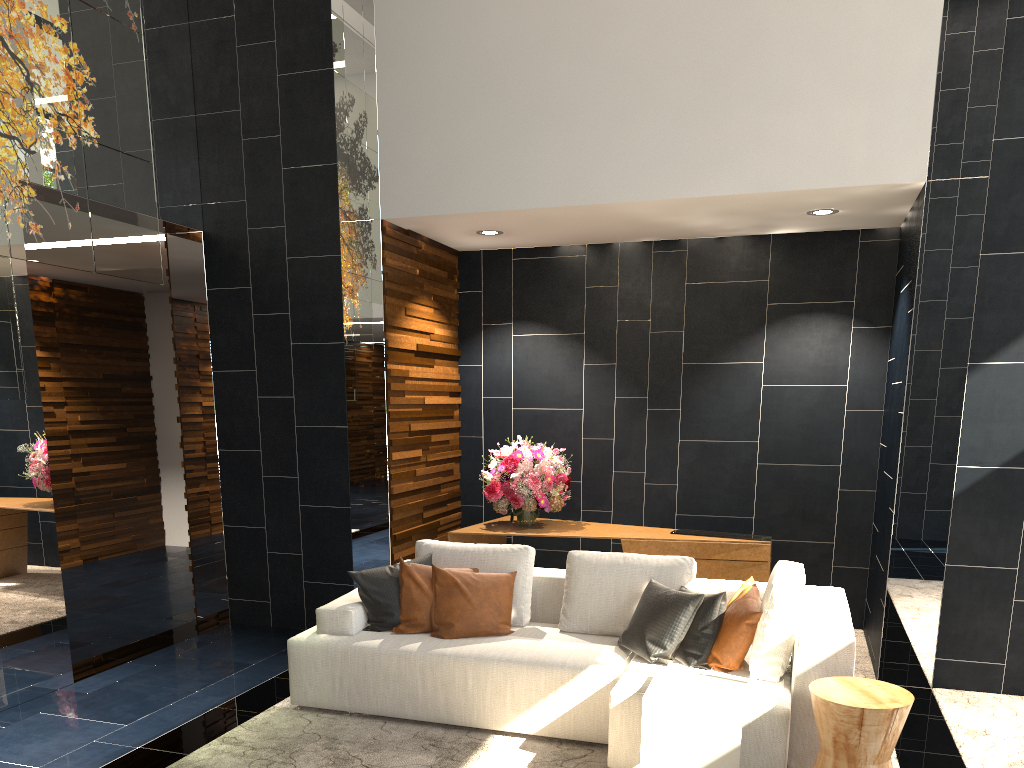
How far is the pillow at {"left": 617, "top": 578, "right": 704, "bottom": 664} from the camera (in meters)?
3.97

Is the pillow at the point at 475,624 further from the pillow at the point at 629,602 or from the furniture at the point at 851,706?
the furniture at the point at 851,706

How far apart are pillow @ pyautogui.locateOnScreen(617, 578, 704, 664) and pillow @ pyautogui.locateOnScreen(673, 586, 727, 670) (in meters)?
0.03

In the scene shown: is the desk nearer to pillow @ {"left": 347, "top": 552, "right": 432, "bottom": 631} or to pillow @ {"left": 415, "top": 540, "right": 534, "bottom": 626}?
pillow @ {"left": 415, "top": 540, "right": 534, "bottom": 626}

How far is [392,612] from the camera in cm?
453

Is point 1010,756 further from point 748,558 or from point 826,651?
point 748,558

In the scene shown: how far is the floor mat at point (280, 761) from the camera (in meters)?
3.80

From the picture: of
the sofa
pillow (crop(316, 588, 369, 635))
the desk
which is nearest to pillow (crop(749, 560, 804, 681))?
the sofa

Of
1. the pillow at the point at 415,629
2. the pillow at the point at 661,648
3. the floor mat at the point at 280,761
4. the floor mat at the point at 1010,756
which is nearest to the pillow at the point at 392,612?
the pillow at the point at 415,629

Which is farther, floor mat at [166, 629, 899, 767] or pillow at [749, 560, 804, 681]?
floor mat at [166, 629, 899, 767]
